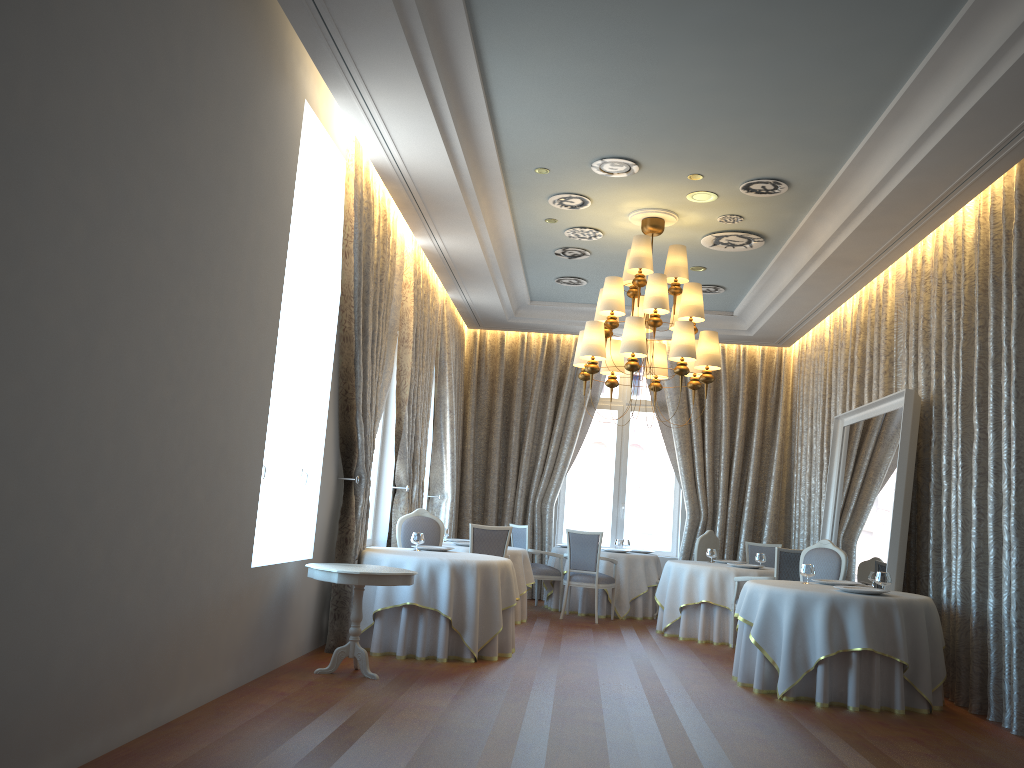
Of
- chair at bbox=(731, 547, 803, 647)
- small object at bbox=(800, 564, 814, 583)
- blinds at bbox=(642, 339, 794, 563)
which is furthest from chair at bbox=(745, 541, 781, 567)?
small object at bbox=(800, 564, 814, 583)

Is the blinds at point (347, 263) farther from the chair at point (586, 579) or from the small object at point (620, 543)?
the small object at point (620, 543)

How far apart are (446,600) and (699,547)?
5.14m

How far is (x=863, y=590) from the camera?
6.8 meters

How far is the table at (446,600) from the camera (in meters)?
7.34

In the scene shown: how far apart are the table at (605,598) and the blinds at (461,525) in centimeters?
87cm

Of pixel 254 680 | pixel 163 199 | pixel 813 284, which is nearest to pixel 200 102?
pixel 163 199

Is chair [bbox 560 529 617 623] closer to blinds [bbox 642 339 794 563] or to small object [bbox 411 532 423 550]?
blinds [bbox 642 339 794 563]

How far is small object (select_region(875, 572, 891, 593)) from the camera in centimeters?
715cm

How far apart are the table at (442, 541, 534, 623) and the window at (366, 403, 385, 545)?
1.1m
